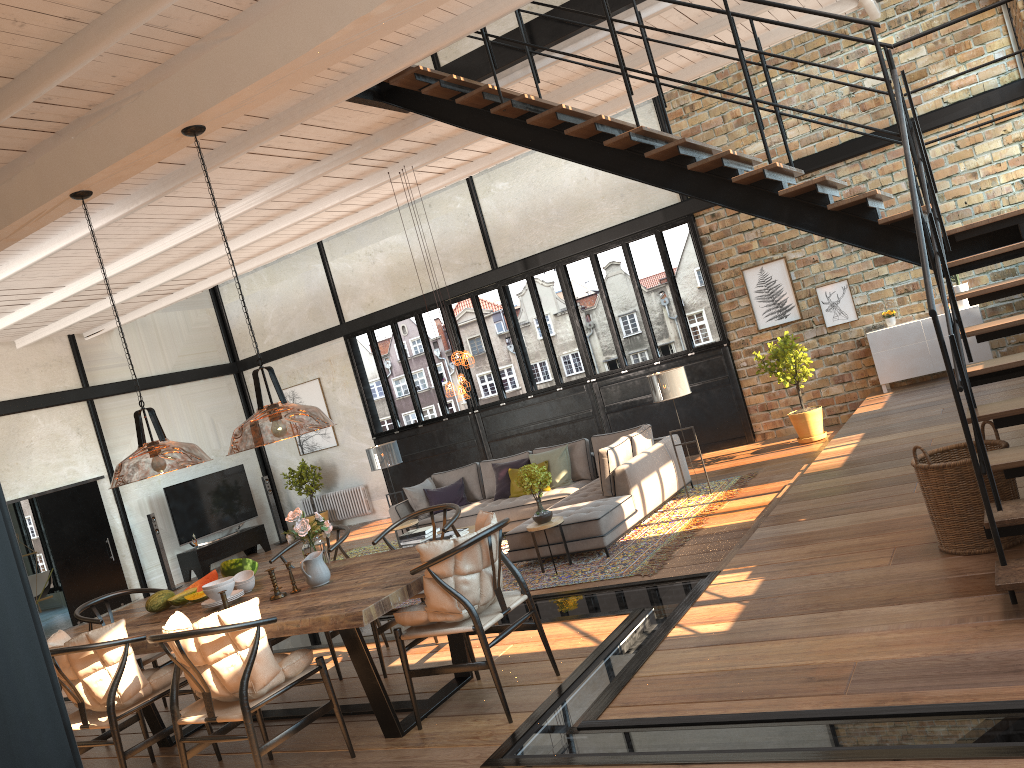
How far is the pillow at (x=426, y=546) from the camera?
4.1m

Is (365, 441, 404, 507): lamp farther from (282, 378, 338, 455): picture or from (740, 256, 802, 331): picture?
(740, 256, 802, 331): picture

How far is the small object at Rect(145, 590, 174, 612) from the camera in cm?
541

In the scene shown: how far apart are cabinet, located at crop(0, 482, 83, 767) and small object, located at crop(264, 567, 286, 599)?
4.2m

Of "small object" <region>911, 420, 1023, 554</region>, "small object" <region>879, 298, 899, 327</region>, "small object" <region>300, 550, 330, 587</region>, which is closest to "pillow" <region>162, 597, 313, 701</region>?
"small object" <region>300, 550, 330, 587</region>

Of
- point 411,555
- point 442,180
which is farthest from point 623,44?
point 411,555

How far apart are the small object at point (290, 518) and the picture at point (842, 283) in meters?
8.5

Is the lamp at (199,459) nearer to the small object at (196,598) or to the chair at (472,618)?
the small object at (196,598)

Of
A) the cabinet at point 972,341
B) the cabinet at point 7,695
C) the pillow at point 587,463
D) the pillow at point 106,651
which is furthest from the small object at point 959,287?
the cabinet at point 7,695

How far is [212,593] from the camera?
5.0m
